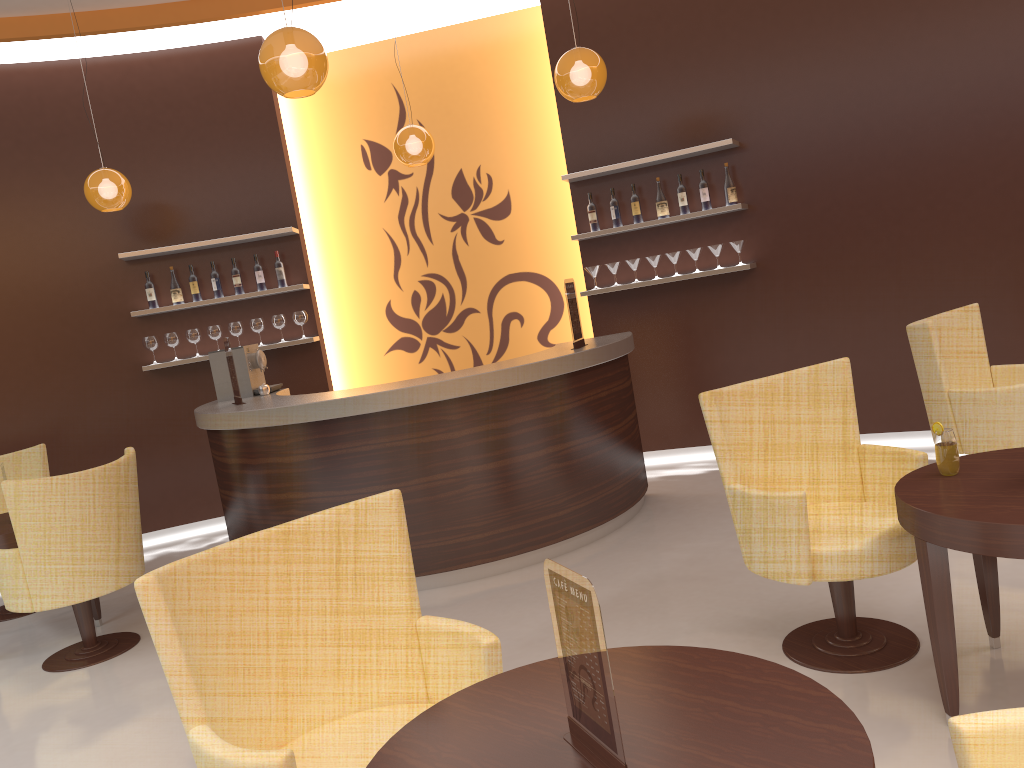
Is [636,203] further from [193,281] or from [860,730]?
[860,730]

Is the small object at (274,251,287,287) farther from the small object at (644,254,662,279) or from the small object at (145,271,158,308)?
the small object at (644,254,662,279)

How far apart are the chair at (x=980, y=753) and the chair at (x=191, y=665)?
1.0m

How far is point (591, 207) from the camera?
6.6m

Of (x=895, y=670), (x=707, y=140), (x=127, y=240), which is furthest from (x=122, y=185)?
(x=895, y=670)

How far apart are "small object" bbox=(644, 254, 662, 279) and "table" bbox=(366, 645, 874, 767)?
4.9m

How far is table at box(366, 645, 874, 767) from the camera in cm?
146

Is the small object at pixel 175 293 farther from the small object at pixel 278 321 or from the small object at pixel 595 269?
the small object at pixel 595 269

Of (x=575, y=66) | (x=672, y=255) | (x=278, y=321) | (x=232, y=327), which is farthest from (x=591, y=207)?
(x=232, y=327)

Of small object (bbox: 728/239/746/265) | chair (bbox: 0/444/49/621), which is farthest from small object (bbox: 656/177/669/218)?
chair (bbox: 0/444/49/621)
